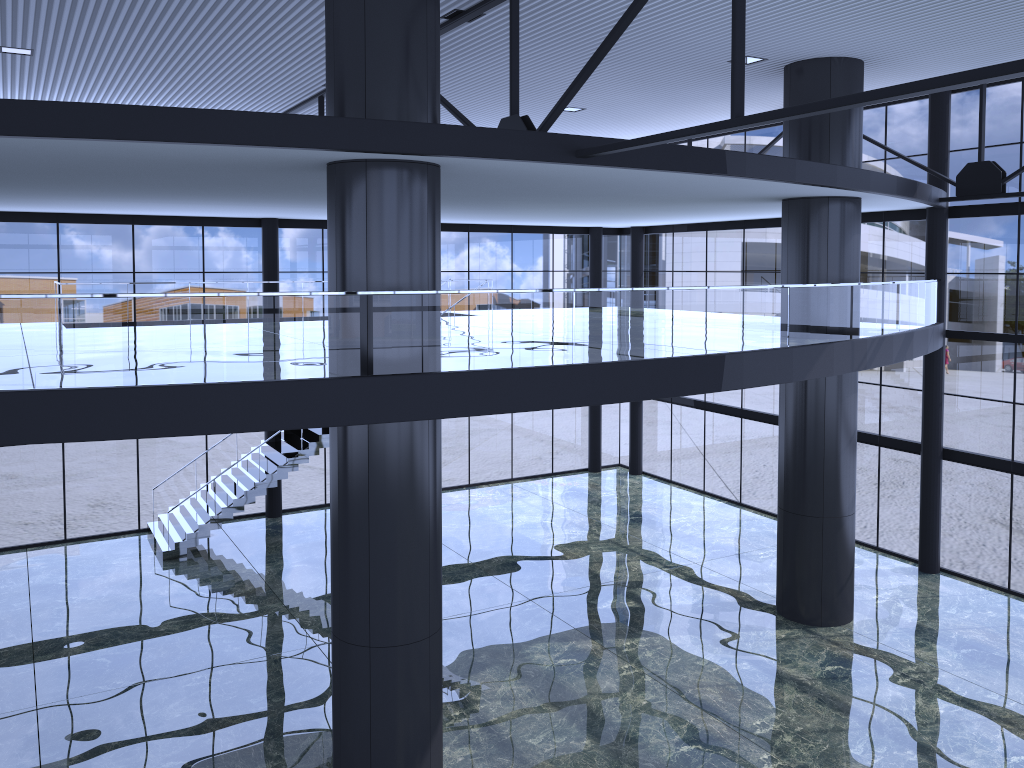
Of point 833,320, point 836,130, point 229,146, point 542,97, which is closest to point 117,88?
point 542,97
